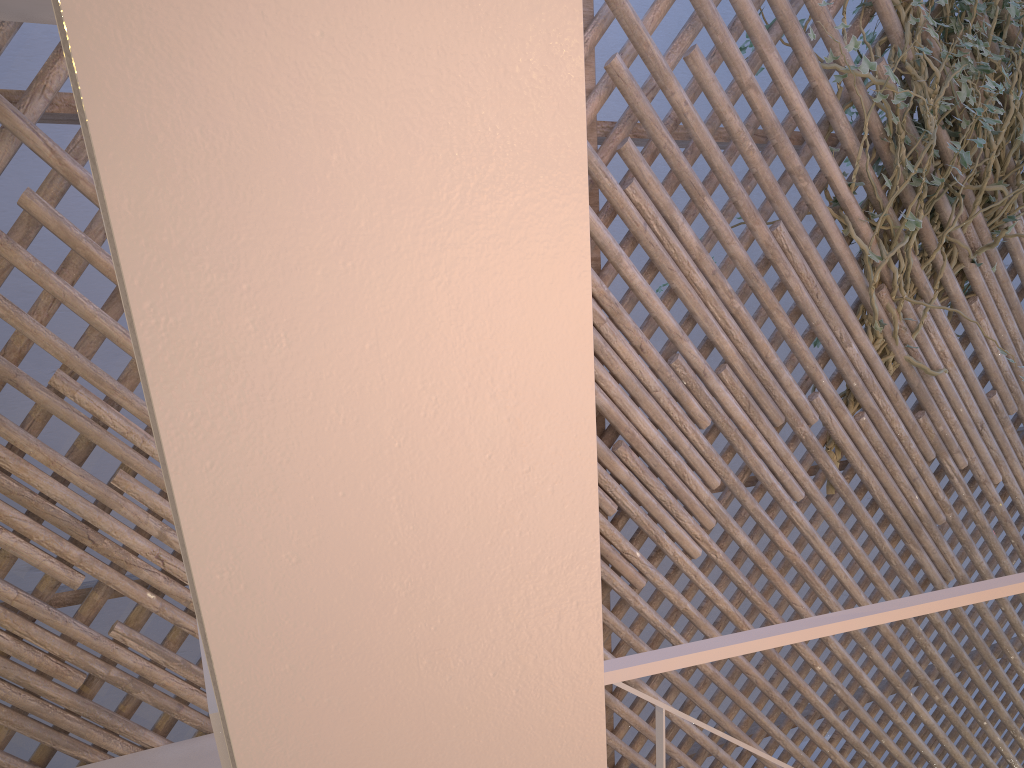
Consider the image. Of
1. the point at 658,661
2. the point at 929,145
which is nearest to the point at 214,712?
the point at 658,661

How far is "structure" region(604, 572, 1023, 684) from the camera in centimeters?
45cm

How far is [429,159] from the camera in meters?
0.3

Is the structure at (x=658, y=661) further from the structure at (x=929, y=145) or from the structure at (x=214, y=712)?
the structure at (x=929, y=145)

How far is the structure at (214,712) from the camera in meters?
0.4

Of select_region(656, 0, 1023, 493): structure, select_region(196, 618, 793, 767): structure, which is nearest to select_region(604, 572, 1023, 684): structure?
select_region(196, 618, 793, 767): structure

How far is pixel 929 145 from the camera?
2.2 meters

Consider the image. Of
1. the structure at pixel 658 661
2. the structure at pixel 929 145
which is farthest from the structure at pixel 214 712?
the structure at pixel 929 145

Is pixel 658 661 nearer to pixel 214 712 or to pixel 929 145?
pixel 214 712

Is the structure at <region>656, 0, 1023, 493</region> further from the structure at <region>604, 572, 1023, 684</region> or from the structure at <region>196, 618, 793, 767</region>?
the structure at <region>604, 572, 1023, 684</region>
